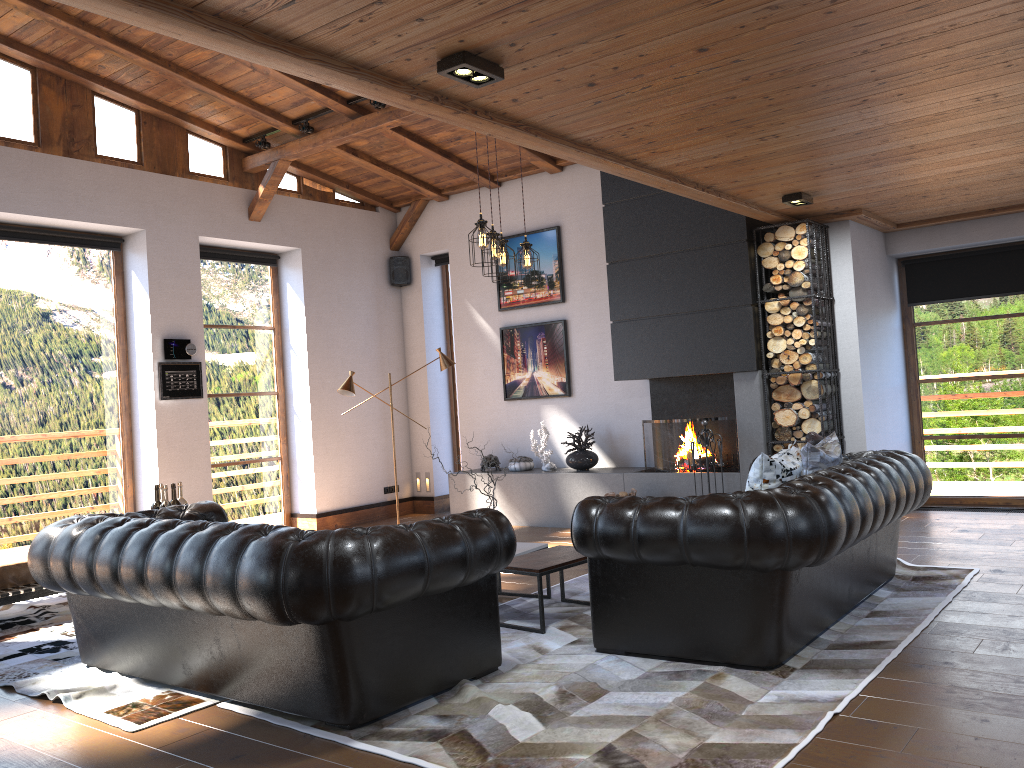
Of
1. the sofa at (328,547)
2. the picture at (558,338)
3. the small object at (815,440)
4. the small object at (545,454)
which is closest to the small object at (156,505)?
the sofa at (328,547)

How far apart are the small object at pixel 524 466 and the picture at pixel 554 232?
1.67m

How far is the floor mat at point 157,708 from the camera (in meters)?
4.03

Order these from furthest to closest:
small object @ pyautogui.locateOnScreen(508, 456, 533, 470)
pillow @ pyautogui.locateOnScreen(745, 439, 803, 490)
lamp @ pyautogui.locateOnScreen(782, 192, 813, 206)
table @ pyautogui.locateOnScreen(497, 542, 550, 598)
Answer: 1. small object @ pyautogui.locateOnScreen(508, 456, 533, 470)
2. lamp @ pyautogui.locateOnScreen(782, 192, 813, 206)
3. table @ pyautogui.locateOnScreen(497, 542, 550, 598)
4. pillow @ pyautogui.locateOnScreen(745, 439, 803, 490)

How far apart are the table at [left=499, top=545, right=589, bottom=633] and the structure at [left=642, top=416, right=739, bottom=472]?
2.8m

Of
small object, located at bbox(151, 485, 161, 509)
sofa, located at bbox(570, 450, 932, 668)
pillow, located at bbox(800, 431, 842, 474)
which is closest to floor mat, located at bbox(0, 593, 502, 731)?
small object, located at bbox(151, 485, 161, 509)

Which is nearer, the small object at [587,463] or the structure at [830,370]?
the structure at [830,370]

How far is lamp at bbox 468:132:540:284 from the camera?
5.84m

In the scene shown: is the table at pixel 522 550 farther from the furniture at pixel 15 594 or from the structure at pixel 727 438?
the furniture at pixel 15 594

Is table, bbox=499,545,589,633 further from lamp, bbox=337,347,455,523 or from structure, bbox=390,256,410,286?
structure, bbox=390,256,410,286
